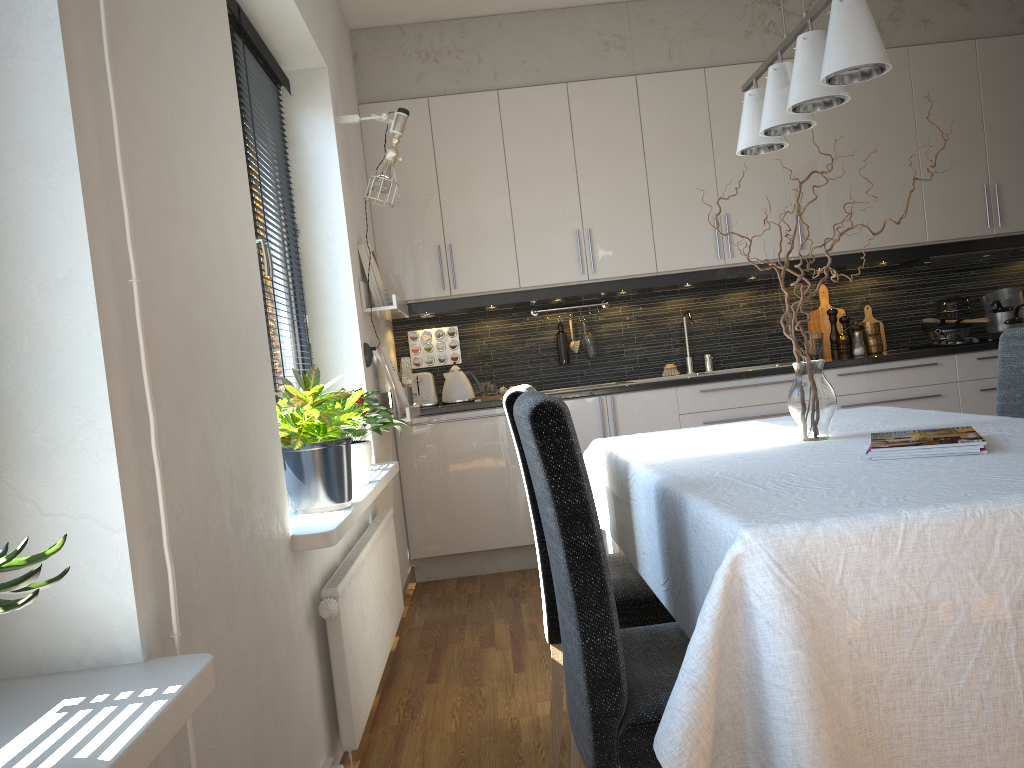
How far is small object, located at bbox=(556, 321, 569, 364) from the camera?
4.89m

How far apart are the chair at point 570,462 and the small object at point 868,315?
3.7m

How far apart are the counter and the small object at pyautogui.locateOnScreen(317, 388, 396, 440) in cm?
107

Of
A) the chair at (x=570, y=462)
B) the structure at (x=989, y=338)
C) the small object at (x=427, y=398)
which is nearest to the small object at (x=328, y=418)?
the chair at (x=570, y=462)

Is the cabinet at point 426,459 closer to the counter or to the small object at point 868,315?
the counter

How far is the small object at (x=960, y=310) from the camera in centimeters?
478cm

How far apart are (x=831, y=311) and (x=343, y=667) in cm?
357

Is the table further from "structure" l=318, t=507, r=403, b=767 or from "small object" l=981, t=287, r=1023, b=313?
"small object" l=981, t=287, r=1023, b=313

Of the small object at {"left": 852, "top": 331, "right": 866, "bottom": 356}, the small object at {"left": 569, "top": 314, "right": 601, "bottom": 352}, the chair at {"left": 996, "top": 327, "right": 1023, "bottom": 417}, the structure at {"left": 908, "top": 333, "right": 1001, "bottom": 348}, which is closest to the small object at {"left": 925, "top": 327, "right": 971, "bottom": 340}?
the structure at {"left": 908, "top": 333, "right": 1001, "bottom": 348}

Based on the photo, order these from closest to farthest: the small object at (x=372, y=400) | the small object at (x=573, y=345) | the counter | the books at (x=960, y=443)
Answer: the books at (x=960, y=443) < the small object at (x=372, y=400) < the counter < the small object at (x=573, y=345)
